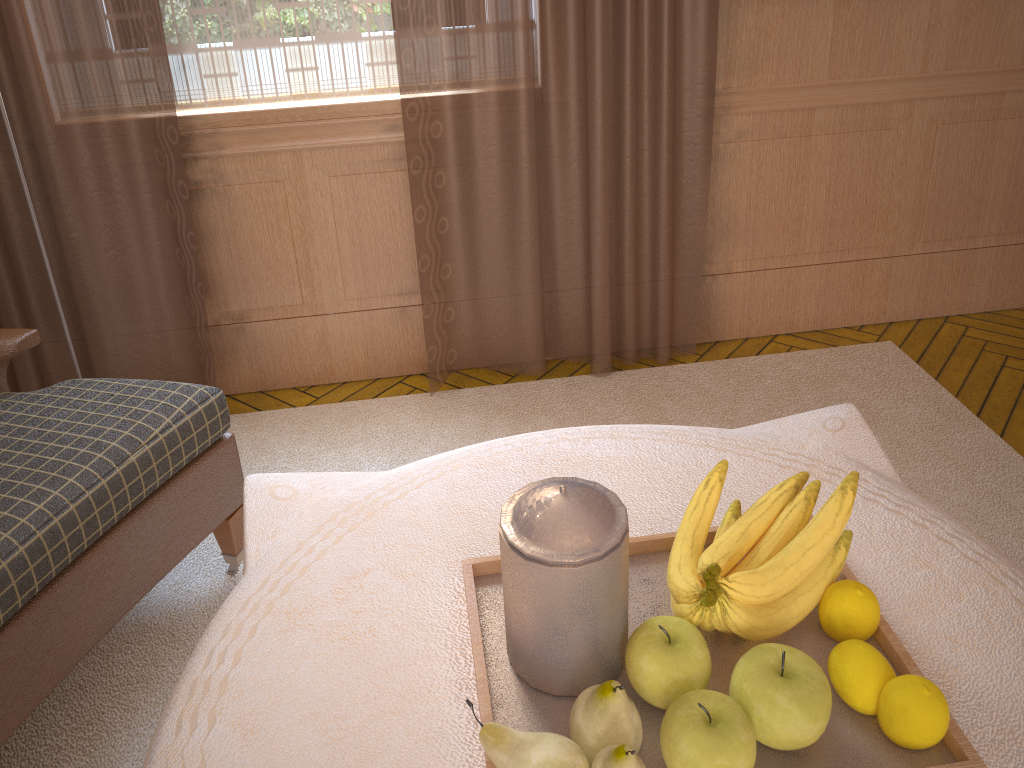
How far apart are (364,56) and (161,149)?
1.0 meters

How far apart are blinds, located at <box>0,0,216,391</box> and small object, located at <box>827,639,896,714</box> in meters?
3.2

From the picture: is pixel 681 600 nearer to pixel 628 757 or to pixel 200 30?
pixel 628 757

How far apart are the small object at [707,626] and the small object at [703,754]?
0.2 meters

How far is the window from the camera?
3.67m

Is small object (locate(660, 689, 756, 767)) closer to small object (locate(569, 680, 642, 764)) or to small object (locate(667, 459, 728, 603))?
small object (locate(569, 680, 642, 764))

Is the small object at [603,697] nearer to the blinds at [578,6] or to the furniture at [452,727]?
the furniture at [452,727]

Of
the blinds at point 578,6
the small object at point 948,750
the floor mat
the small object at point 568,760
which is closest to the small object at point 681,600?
the small object at point 948,750

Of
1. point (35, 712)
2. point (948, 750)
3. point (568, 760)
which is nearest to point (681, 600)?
point (568, 760)

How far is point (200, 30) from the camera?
3.7m
